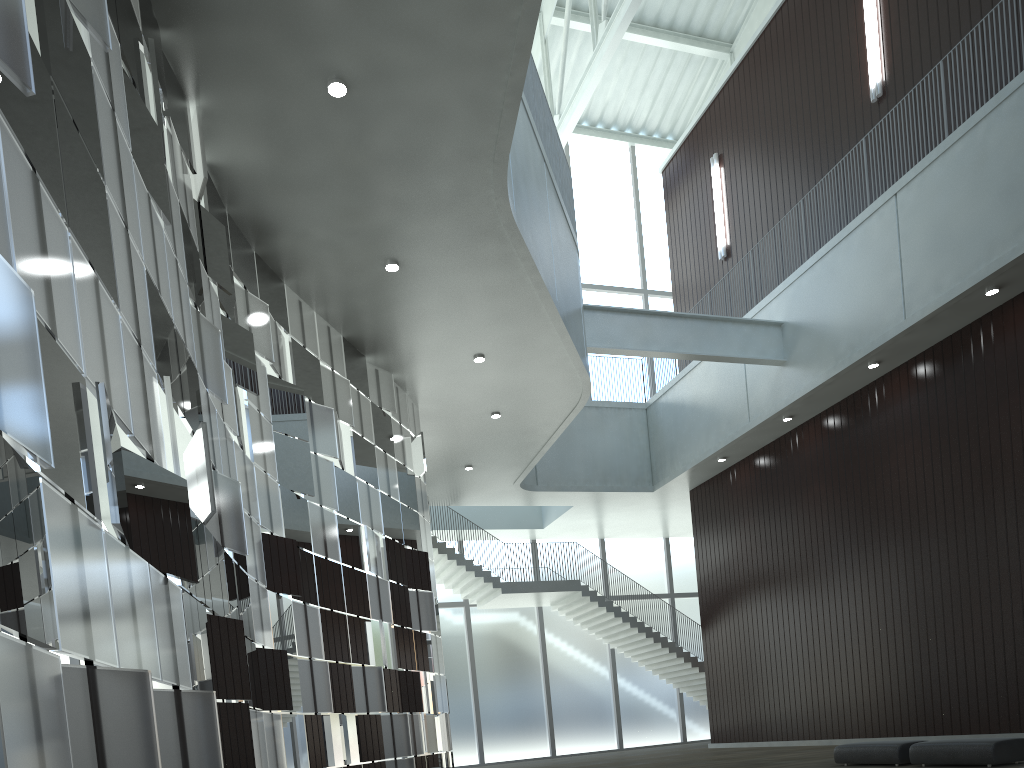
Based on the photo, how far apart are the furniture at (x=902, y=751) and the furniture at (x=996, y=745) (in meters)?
0.78

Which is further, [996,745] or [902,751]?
[902,751]

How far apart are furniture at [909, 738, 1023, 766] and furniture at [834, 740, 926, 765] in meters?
0.8

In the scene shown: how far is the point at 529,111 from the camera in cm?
4373

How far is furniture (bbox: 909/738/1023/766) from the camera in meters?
28.3 m

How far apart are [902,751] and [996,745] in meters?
4.5

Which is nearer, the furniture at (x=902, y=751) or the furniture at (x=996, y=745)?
the furniture at (x=996, y=745)

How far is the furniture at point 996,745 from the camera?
28.3 meters

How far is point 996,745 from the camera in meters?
28.3
